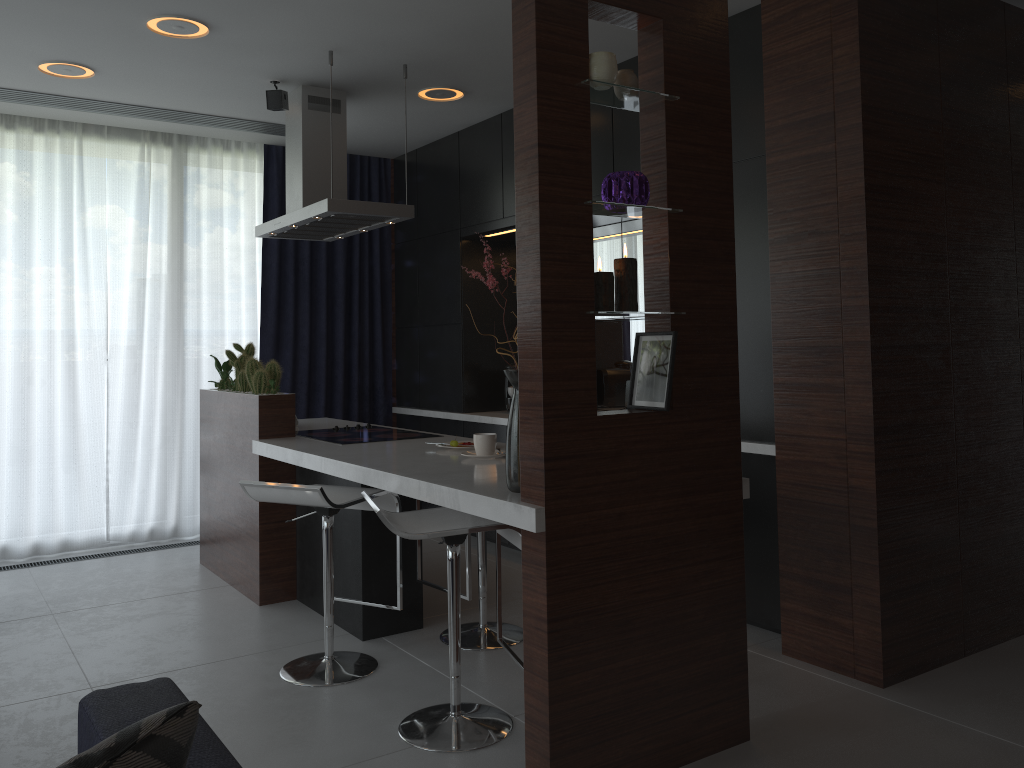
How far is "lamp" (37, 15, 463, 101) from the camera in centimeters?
360cm

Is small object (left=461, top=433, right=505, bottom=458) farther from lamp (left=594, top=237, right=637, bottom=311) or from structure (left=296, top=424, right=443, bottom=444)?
lamp (left=594, top=237, right=637, bottom=311)

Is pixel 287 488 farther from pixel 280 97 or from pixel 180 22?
pixel 280 97

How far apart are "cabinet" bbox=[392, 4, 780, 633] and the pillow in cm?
274

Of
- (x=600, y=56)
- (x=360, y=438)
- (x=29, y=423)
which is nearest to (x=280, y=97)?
(x=360, y=438)

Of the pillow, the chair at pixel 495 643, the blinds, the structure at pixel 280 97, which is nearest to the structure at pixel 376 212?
the structure at pixel 280 97

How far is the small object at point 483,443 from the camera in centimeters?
325cm

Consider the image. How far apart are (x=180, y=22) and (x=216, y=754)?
3.10m

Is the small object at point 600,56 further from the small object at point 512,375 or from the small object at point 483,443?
the small object at point 483,443

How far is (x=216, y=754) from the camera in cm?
149
